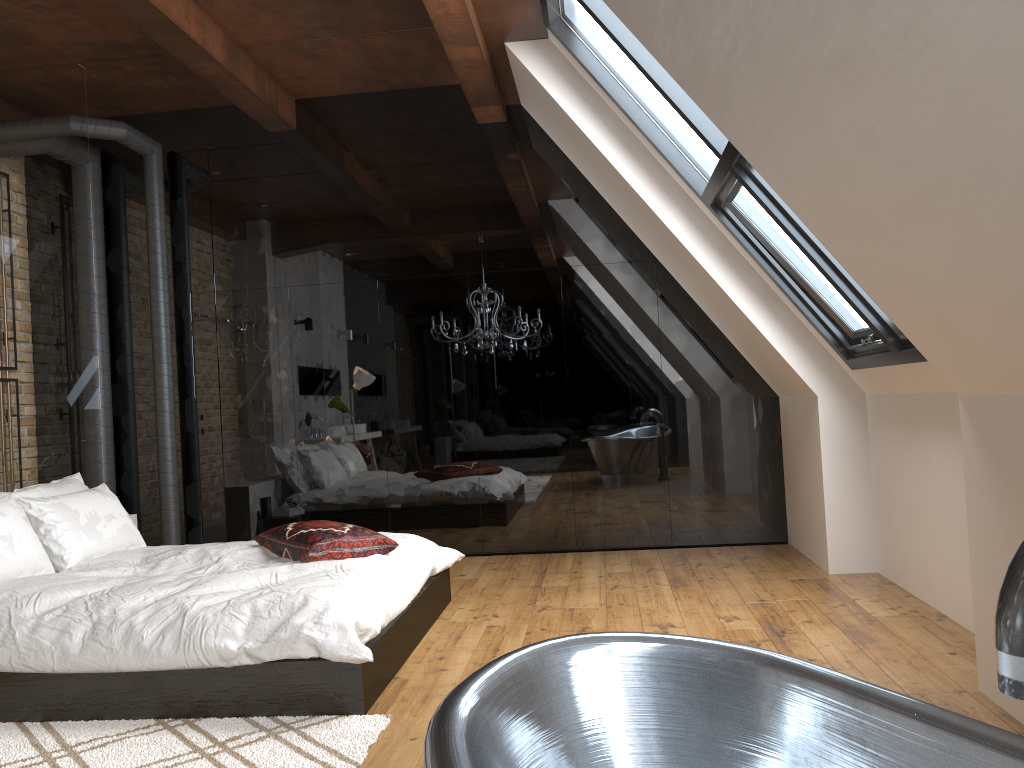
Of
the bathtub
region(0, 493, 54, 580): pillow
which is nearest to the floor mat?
region(0, 493, 54, 580): pillow

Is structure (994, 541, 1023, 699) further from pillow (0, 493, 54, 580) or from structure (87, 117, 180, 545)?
structure (87, 117, 180, 545)

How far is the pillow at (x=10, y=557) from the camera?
3.76m

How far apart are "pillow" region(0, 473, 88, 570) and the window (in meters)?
3.57

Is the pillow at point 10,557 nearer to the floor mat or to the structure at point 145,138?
the floor mat

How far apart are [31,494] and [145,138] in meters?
2.9

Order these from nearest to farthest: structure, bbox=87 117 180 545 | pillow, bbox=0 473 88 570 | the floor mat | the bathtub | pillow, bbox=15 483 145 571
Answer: the bathtub, the floor mat, pillow, bbox=15 483 145 571, pillow, bbox=0 473 88 570, structure, bbox=87 117 180 545

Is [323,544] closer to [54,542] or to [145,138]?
[54,542]

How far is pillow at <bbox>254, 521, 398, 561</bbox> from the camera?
4.0 meters

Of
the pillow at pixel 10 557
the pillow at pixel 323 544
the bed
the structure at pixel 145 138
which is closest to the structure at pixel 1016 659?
Answer: the bed
